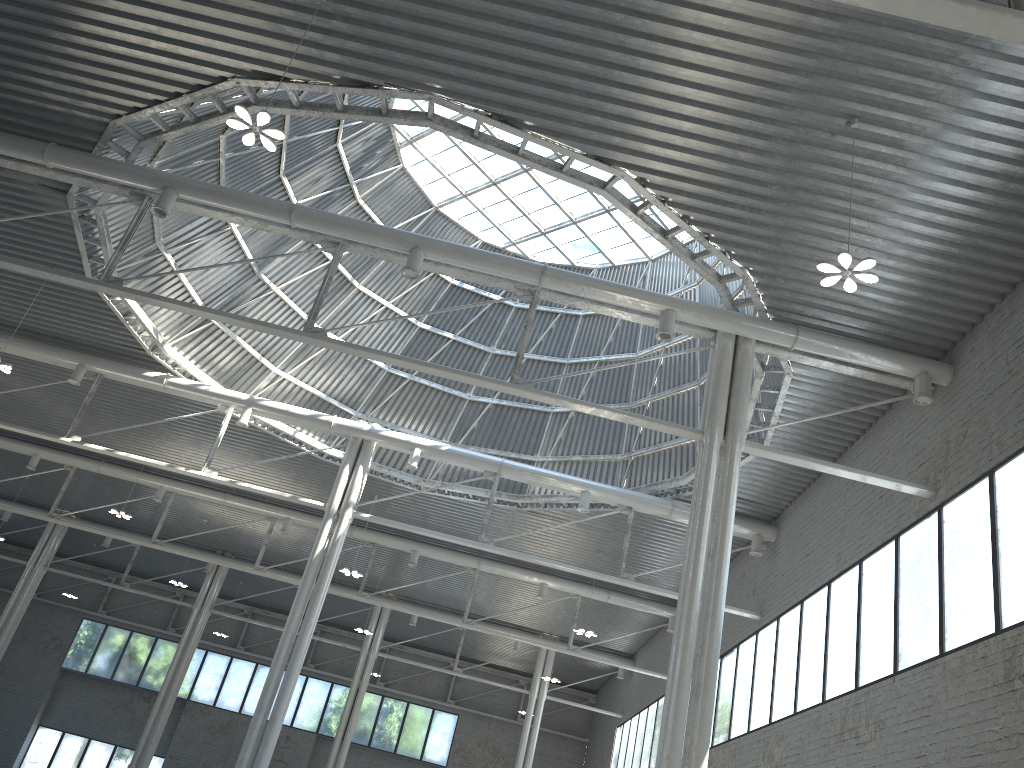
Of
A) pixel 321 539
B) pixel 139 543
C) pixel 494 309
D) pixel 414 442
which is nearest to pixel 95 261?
pixel 321 539
